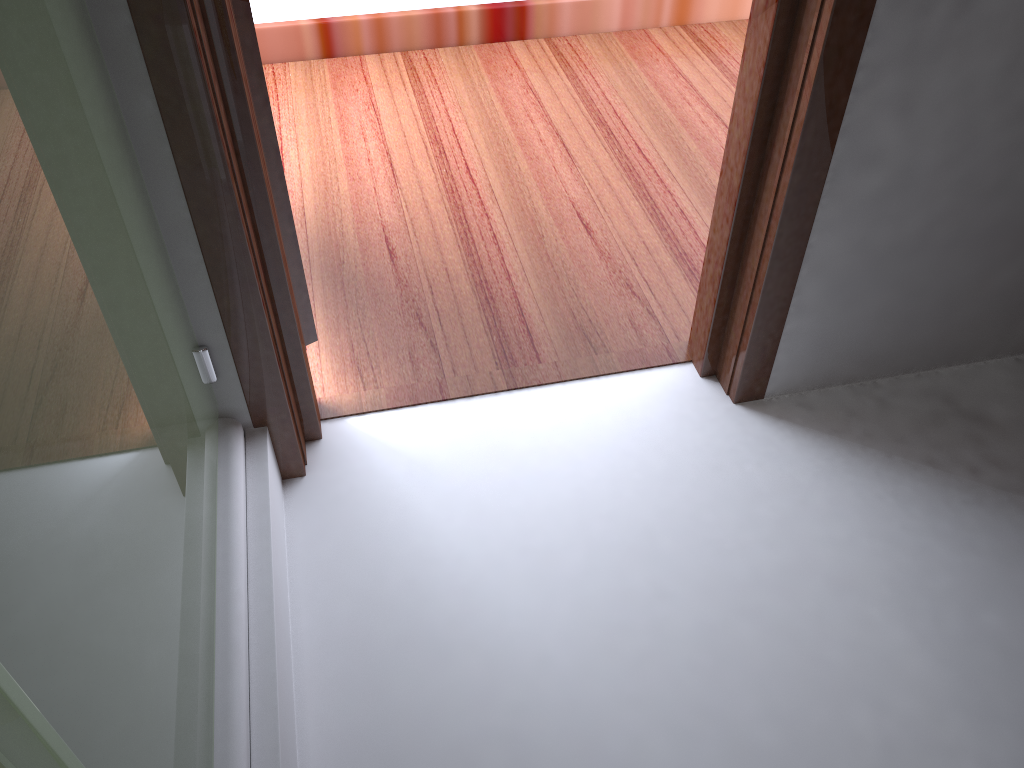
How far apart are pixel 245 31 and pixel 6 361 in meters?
0.7

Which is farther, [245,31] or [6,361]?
[245,31]

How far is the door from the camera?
1.1 meters

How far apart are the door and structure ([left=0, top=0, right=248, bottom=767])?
0.2 meters

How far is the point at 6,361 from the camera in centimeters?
56cm

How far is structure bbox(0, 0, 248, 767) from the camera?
0.6 meters

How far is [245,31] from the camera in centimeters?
112cm

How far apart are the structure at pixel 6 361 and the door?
0.22m
